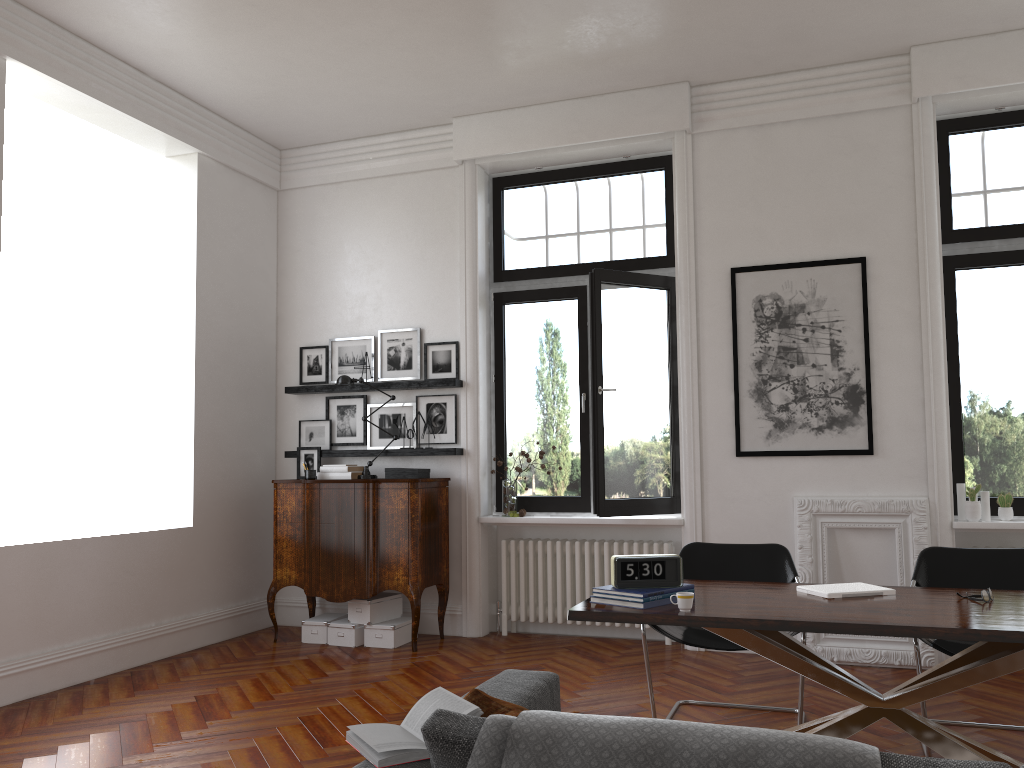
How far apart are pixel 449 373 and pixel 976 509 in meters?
3.8 m

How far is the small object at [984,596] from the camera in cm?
340

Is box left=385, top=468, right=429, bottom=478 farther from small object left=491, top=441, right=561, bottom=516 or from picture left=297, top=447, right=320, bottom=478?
picture left=297, top=447, right=320, bottom=478

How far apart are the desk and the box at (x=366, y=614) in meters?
3.1

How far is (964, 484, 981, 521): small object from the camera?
5.6m

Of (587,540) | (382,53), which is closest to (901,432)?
(587,540)

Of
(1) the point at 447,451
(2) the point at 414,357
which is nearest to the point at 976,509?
(1) the point at 447,451

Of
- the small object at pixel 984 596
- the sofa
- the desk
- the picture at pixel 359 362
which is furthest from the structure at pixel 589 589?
the sofa

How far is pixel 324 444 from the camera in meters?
7.2

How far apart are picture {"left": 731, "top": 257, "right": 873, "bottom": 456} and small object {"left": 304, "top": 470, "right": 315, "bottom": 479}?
3.1m
